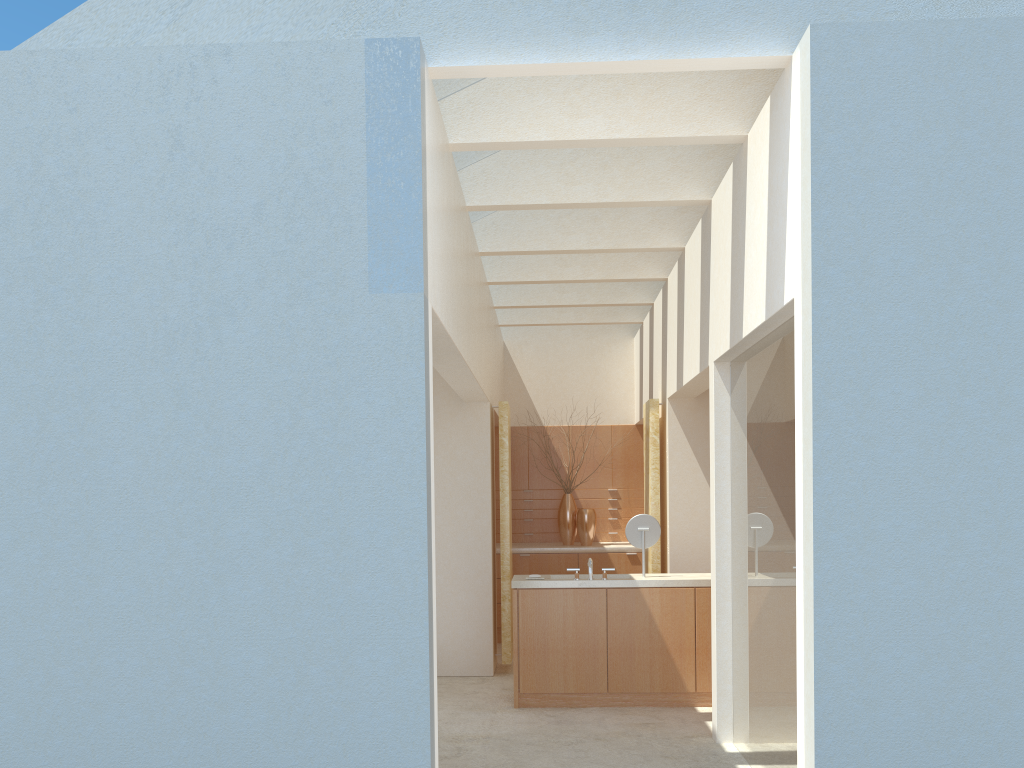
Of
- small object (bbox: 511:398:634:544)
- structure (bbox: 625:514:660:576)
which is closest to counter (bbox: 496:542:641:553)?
small object (bbox: 511:398:634:544)

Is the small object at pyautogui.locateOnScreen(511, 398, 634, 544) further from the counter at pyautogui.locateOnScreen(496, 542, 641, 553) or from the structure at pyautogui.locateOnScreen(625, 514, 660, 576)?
the structure at pyautogui.locateOnScreen(625, 514, 660, 576)

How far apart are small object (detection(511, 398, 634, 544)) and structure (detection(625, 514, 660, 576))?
7.27m

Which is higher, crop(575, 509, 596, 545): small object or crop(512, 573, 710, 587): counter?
crop(575, 509, 596, 545): small object

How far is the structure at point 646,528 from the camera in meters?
15.7 m

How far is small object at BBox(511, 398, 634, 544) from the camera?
23.0m

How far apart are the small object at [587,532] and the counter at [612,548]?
0.23m

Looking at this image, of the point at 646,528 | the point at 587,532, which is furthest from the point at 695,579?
the point at 587,532

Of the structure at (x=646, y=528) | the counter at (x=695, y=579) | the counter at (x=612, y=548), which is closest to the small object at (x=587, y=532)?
the counter at (x=612, y=548)

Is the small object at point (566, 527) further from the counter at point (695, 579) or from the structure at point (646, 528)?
the structure at point (646, 528)
